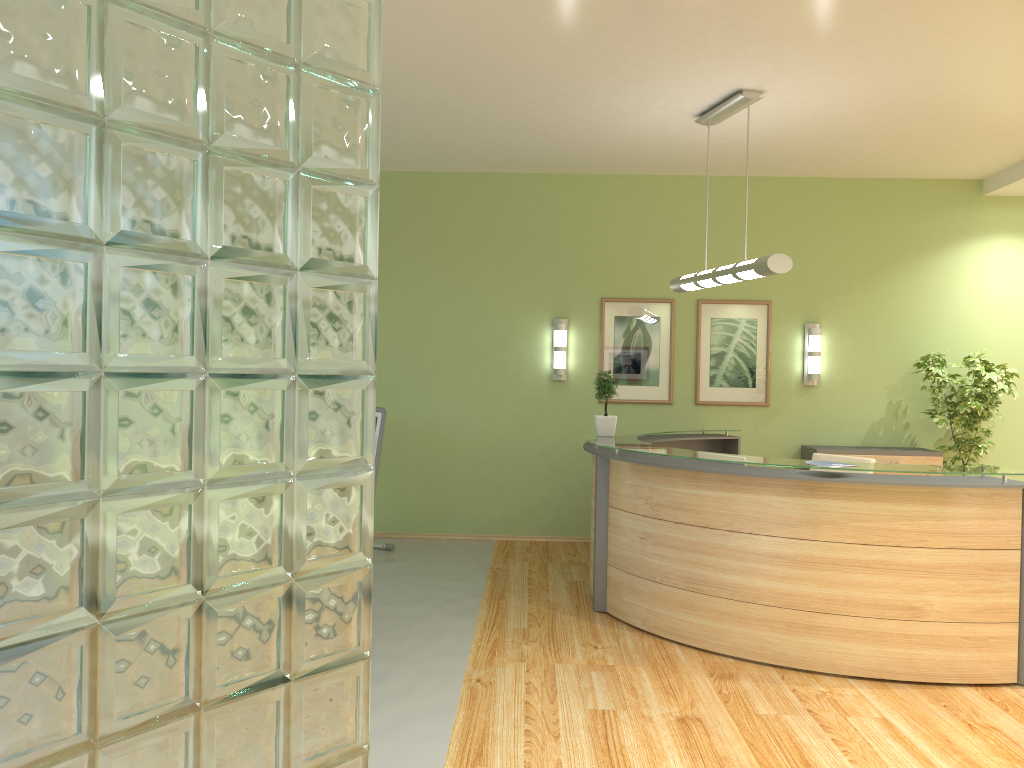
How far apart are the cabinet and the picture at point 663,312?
1.32m

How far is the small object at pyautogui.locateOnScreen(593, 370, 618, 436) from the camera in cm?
665

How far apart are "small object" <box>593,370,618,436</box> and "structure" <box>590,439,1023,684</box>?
0.4m

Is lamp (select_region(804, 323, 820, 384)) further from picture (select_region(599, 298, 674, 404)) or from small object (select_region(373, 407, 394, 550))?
small object (select_region(373, 407, 394, 550))

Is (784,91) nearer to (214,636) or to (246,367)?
(246,367)

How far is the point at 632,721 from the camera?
4.12m

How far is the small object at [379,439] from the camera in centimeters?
758cm

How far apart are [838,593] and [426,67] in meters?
3.9 m

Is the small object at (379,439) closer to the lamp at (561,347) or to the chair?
the lamp at (561,347)

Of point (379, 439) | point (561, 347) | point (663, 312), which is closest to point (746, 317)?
point (663, 312)
